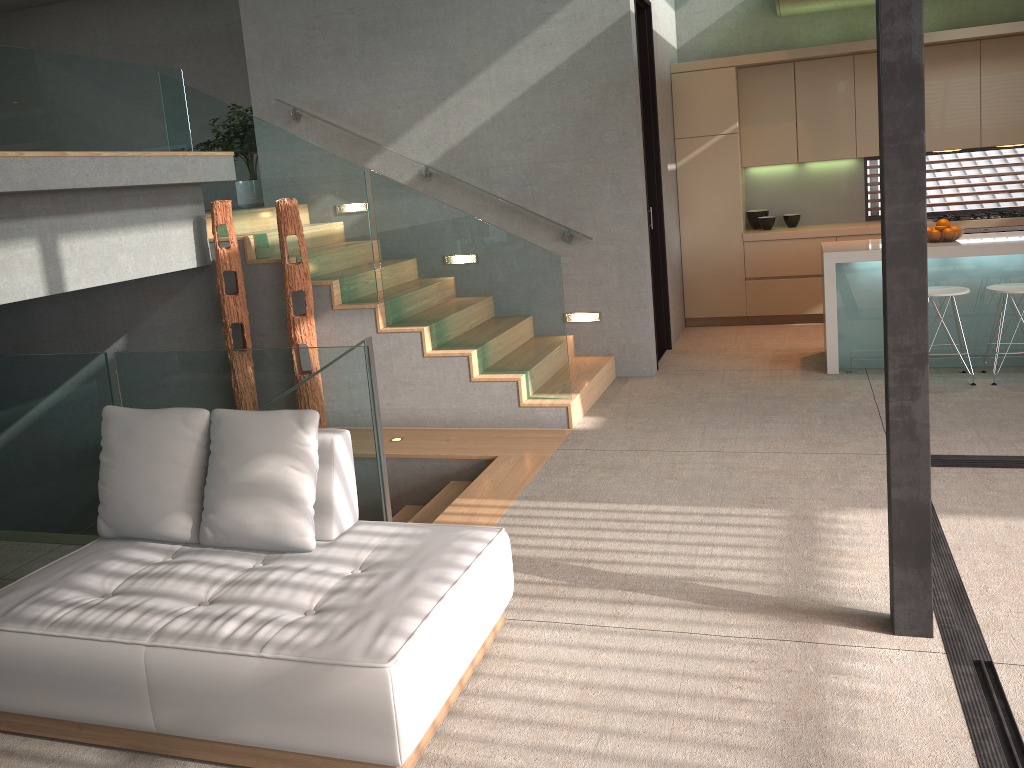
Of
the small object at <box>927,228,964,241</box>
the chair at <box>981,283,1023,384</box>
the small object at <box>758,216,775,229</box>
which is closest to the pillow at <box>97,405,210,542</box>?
the chair at <box>981,283,1023,384</box>

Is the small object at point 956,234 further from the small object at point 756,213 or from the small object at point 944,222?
the small object at point 756,213

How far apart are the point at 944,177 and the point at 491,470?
6.0m

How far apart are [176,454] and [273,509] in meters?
0.5

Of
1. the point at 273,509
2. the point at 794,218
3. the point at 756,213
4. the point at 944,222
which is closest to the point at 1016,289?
the point at 944,222

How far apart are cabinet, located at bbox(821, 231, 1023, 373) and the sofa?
4.1m

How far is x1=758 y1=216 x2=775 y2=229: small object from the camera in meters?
8.6

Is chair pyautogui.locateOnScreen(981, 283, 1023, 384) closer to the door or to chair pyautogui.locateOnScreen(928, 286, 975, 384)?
chair pyautogui.locateOnScreen(928, 286, 975, 384)

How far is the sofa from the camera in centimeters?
246cm

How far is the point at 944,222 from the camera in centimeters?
638cm
